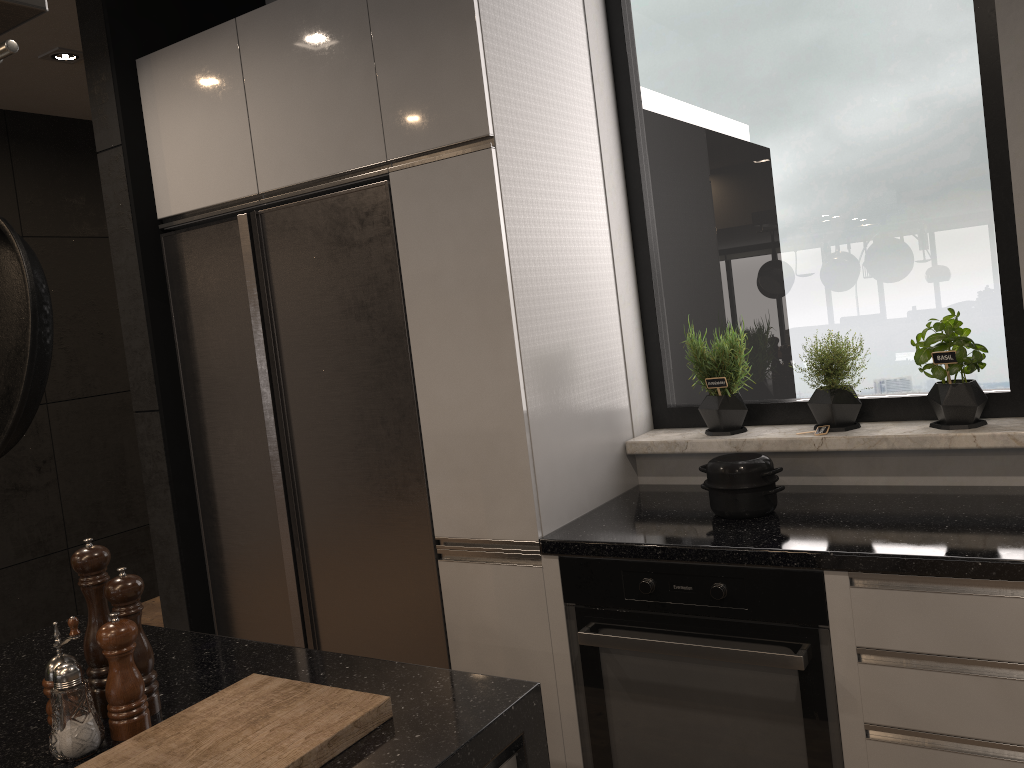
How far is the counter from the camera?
1.82m

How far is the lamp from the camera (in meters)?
3.79

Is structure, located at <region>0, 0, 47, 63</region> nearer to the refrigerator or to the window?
the refrigerator

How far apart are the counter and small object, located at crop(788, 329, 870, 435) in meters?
0.2 m

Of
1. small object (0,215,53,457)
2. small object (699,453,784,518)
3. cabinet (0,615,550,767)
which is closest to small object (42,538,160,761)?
cabinet (0,615,550,767)

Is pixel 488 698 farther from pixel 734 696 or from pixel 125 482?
pixel 125 482

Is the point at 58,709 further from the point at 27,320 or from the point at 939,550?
the point at 939,550

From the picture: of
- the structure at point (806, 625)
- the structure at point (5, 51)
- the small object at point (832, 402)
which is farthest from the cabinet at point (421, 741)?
the small object at point (832, 402)

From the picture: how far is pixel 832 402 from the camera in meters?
2.4 m

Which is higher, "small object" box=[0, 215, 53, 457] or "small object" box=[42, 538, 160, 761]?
"small object" box=[0, 215, 53, 457]
